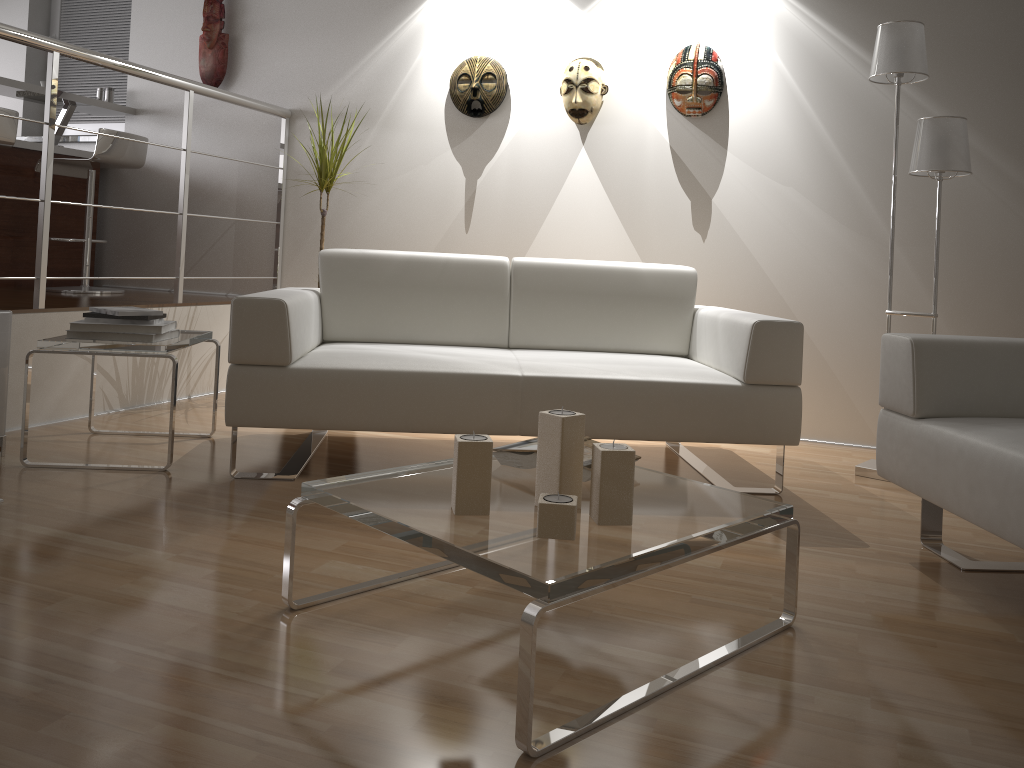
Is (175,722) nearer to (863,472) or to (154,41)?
(863,472)

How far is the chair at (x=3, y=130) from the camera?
3.8m

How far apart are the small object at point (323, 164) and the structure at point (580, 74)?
1.0 meters

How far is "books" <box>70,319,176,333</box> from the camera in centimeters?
285cm

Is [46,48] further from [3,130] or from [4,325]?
[4,325]

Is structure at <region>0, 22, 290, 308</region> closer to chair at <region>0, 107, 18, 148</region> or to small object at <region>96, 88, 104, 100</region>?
chair at <region>0, 107, 18, 148</region>

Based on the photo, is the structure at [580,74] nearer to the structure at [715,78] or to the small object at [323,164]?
the structure at [715,78]

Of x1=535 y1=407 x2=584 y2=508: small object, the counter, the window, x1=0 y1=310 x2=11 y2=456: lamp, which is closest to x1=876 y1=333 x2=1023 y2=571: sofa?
x1=535 y1=407 x2=584 y2=508: small object

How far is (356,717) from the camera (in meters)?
1.45

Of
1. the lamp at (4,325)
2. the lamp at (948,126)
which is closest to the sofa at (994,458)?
the lamp at (948,126)
